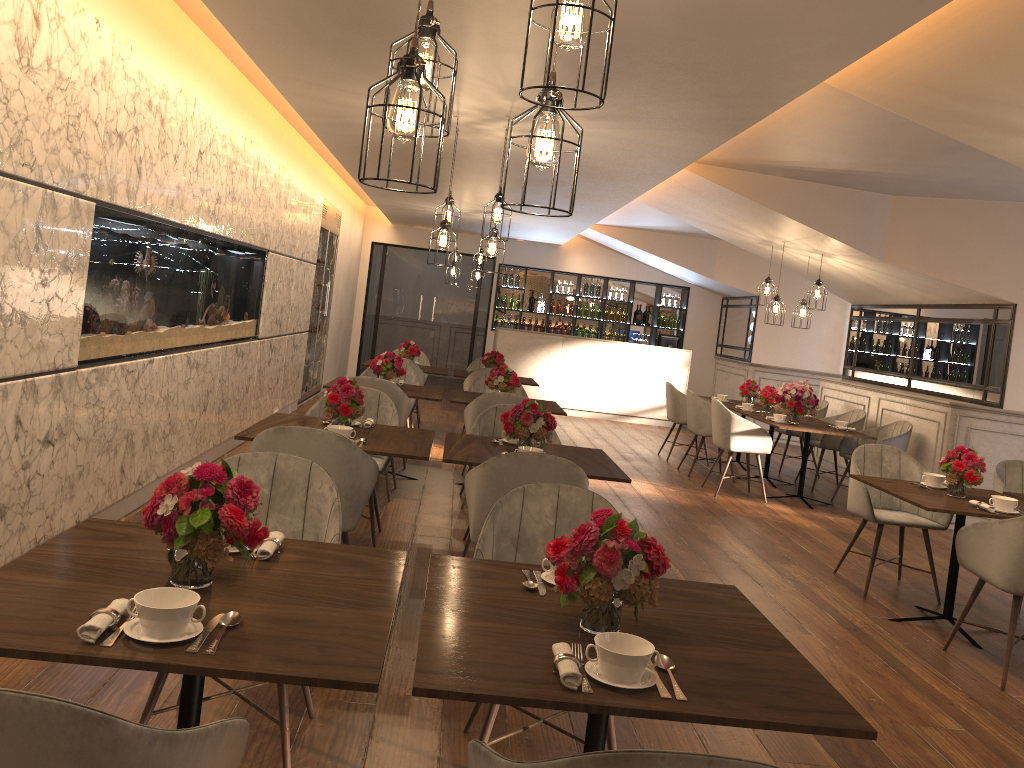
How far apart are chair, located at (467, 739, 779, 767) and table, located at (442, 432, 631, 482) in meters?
2.6 m

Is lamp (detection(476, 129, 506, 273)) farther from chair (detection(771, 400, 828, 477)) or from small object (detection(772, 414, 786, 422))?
chair (detection(771, 400, 828, 477))

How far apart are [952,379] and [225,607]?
8.2m

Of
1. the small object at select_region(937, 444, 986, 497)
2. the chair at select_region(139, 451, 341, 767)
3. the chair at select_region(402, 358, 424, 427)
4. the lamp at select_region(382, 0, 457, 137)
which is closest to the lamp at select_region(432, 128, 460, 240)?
the chair at select_region(402, 358, 424, 427)

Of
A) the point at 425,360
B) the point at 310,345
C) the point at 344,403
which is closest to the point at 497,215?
the point at 344,403

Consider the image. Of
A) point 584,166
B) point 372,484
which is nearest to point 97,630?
point 372,484

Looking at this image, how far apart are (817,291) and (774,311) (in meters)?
0.45

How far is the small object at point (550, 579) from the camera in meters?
2.4

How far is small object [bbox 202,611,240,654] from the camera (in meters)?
1.73

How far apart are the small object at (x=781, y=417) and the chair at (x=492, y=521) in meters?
5.6 m
